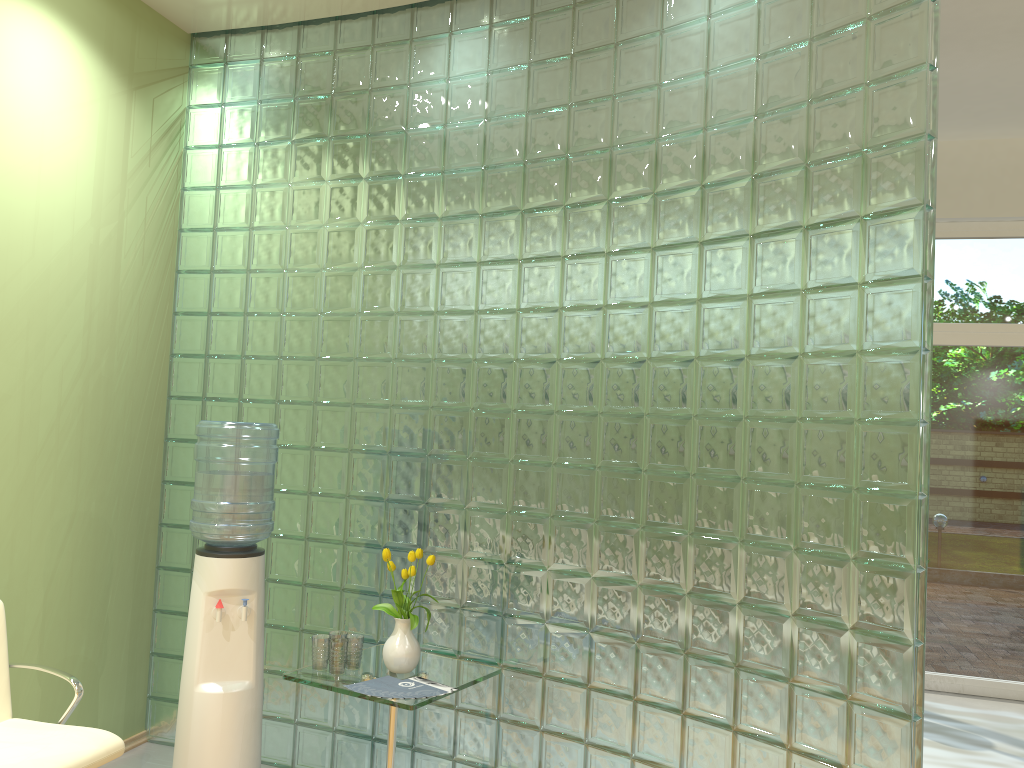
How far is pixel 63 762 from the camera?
2.6 meters

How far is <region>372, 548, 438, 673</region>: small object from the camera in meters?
3.2

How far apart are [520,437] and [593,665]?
0.9 meters

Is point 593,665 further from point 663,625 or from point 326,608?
point 326,608

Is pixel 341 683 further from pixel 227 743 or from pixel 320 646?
pixel 227 743

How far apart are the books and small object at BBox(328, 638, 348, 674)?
0.23m

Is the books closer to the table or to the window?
the table

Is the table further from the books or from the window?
the window

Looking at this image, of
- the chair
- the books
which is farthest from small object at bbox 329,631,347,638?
the chair

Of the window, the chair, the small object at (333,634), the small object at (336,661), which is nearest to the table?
the small object at (336,661)
